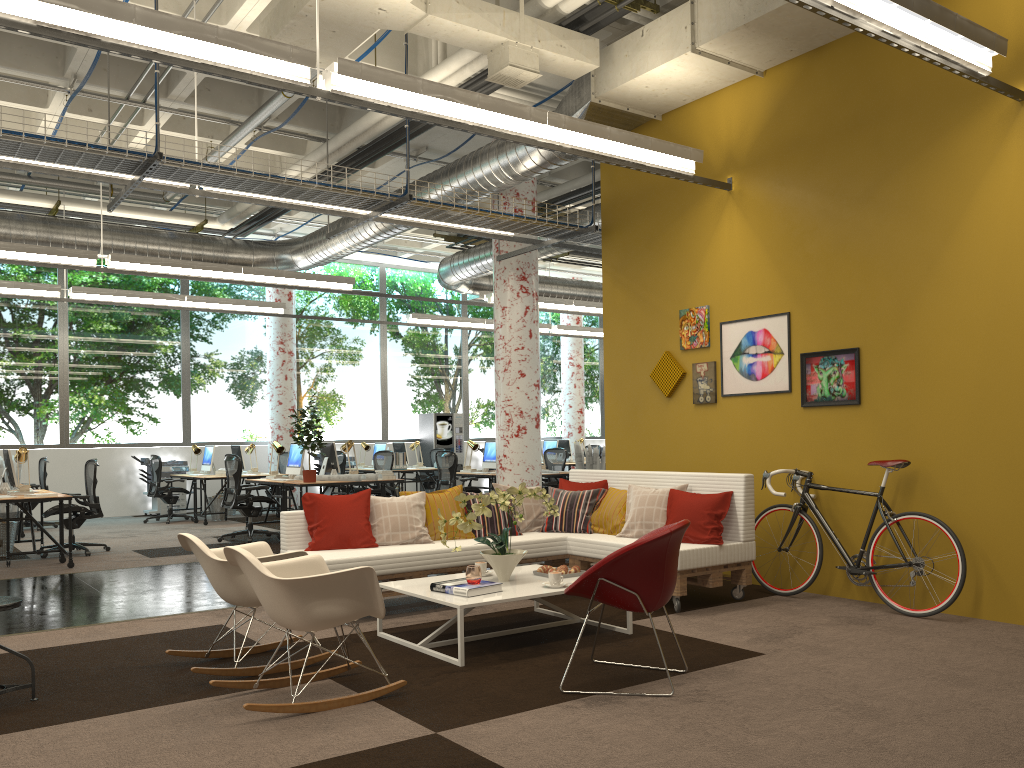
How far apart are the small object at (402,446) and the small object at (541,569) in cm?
1118

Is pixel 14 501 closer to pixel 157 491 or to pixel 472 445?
pixel 157 491

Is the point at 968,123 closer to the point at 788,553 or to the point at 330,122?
the point at 788,553

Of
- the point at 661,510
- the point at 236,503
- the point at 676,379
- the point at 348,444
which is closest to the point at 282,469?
the point at 348,444

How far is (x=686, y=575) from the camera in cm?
601

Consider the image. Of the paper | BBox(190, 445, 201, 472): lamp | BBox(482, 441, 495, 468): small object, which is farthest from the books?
BBox(190, 445, 201, 472): lamp

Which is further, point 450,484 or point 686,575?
point 450,484

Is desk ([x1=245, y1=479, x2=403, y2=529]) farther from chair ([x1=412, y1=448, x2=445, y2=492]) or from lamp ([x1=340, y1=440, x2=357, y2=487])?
chair ([x1=412, y1=448, x2=445, y2=492])

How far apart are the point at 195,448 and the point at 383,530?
9.39m

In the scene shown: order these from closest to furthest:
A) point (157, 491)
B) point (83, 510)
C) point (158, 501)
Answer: point (83, 510) < point (157, 491) < point (158, 501)
